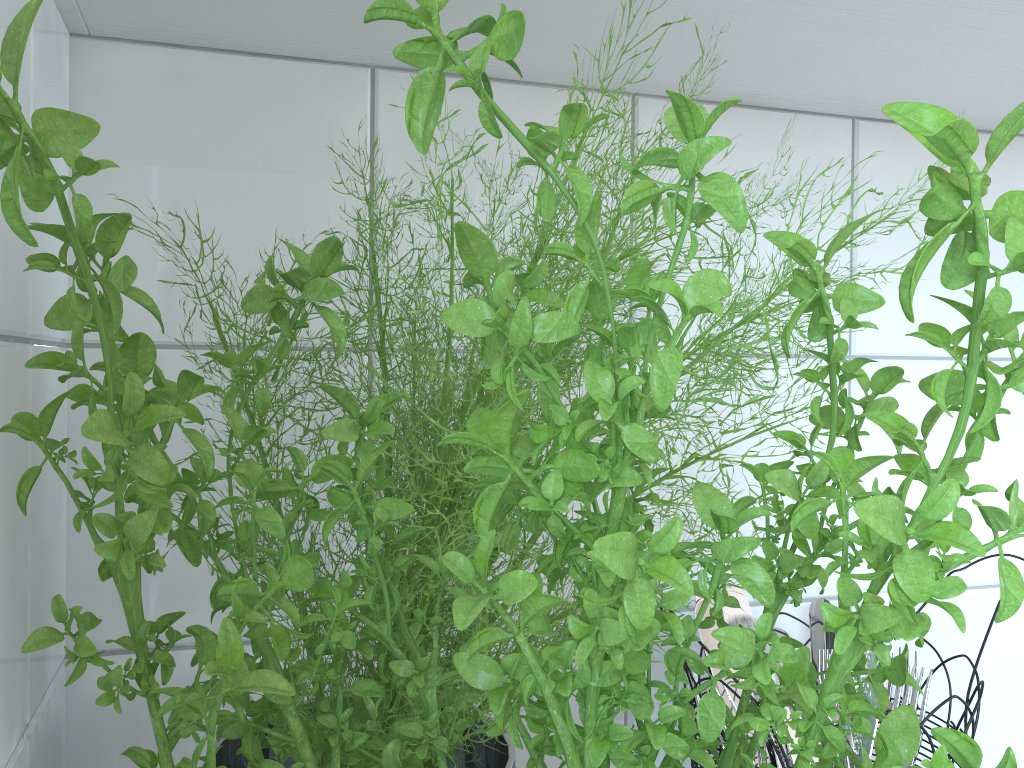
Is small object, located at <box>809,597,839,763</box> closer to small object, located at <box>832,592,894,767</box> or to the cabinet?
small object, located at <box>832,592,894,767</box>

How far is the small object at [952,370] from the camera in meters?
0.1 m

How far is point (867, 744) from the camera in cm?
60

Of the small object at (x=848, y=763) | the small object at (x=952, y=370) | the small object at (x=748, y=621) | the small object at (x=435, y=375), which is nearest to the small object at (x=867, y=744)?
the small object at (x=848, y=763)

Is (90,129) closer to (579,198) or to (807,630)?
(579,198)

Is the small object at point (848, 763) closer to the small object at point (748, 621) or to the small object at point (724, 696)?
the small object at point (724, 696)

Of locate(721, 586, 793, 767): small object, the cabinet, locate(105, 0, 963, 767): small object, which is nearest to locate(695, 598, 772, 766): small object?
Result: locate(721, 586, 793, 767): small object

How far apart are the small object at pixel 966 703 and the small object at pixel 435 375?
0.1 meters

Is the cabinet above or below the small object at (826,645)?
above

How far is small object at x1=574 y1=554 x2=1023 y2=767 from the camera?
0.5 meters
